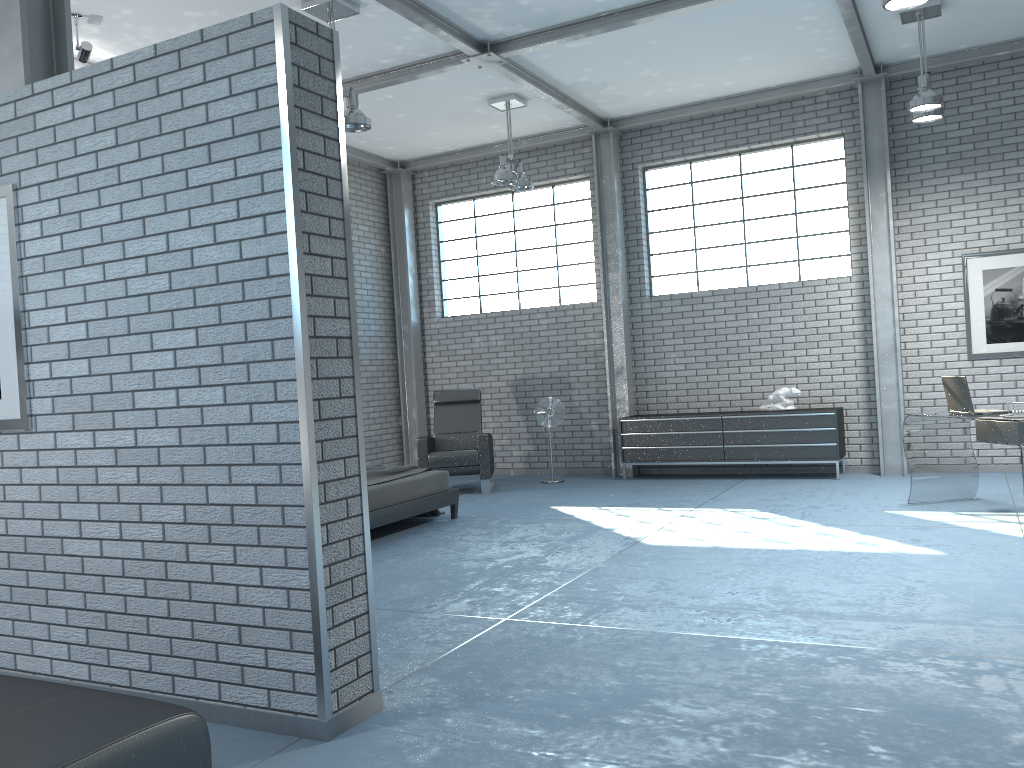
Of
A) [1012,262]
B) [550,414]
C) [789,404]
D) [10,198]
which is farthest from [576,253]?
[10,198]

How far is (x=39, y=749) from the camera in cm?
220

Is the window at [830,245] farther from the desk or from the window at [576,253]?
the desk

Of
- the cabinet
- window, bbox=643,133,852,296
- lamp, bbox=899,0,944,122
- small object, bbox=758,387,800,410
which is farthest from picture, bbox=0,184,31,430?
window, bbox=643,133,852,296

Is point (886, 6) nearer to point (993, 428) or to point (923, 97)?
point (923, 97)

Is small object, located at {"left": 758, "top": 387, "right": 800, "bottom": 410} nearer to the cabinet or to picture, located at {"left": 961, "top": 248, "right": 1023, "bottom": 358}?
the cabinet

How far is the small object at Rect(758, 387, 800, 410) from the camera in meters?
9.0

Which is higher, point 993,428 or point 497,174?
point 497,174

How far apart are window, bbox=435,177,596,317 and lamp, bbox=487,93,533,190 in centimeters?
150cm

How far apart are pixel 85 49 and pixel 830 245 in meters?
7.1
